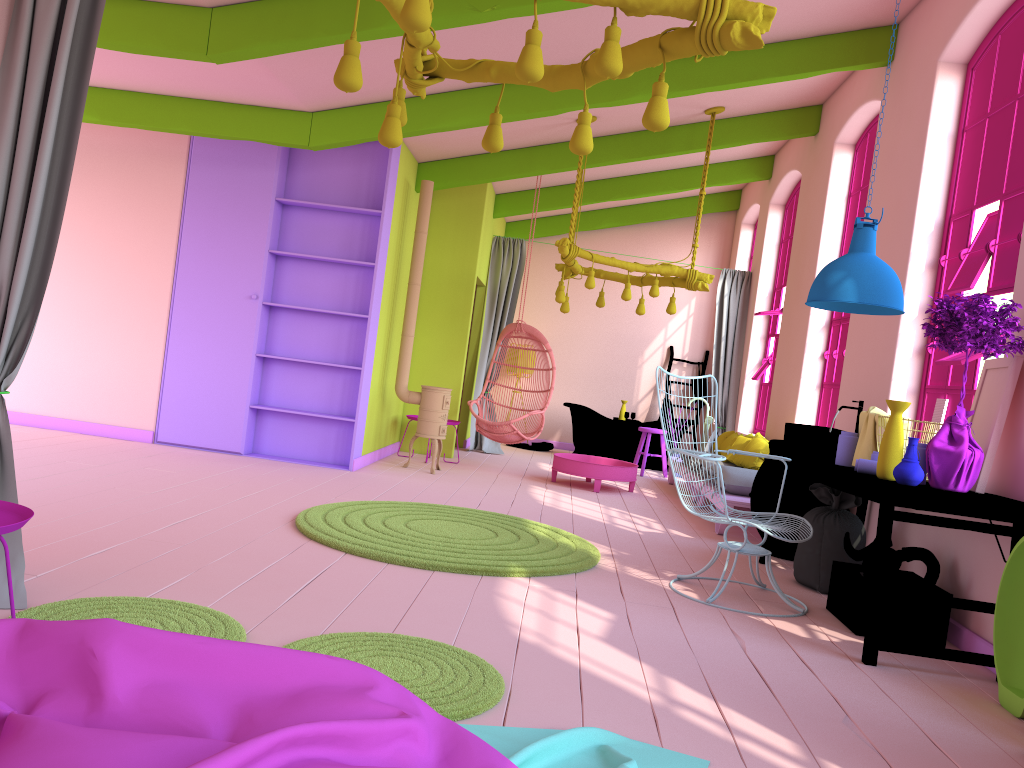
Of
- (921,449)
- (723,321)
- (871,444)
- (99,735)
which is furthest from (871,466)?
(723,321)

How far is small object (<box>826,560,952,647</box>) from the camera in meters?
4.5 m

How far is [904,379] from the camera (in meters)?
5.99

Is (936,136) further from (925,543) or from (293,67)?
(293,67)

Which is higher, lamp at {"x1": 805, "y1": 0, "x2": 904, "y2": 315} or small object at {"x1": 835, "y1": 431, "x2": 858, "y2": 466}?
lamp at {"x1": 805, "y1": 0, "x2": 904, "y2": 315}

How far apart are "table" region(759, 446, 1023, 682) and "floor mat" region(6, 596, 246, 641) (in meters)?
2.69

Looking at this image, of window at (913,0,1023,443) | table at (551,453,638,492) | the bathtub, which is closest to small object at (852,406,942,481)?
window at (913,0,1023,443)

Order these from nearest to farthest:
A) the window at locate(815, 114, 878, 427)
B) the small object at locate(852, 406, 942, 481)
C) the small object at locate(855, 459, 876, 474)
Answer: the small object at locate(855, 459, 876, 474) < the small object at locate(852, 406, 942, 481) < the window at locate(815, 114, 878, 427)

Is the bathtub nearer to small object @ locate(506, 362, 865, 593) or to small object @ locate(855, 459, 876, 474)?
small object @ locate(506, 362, 865, 593)

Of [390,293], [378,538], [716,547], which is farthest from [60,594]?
[390,293]
